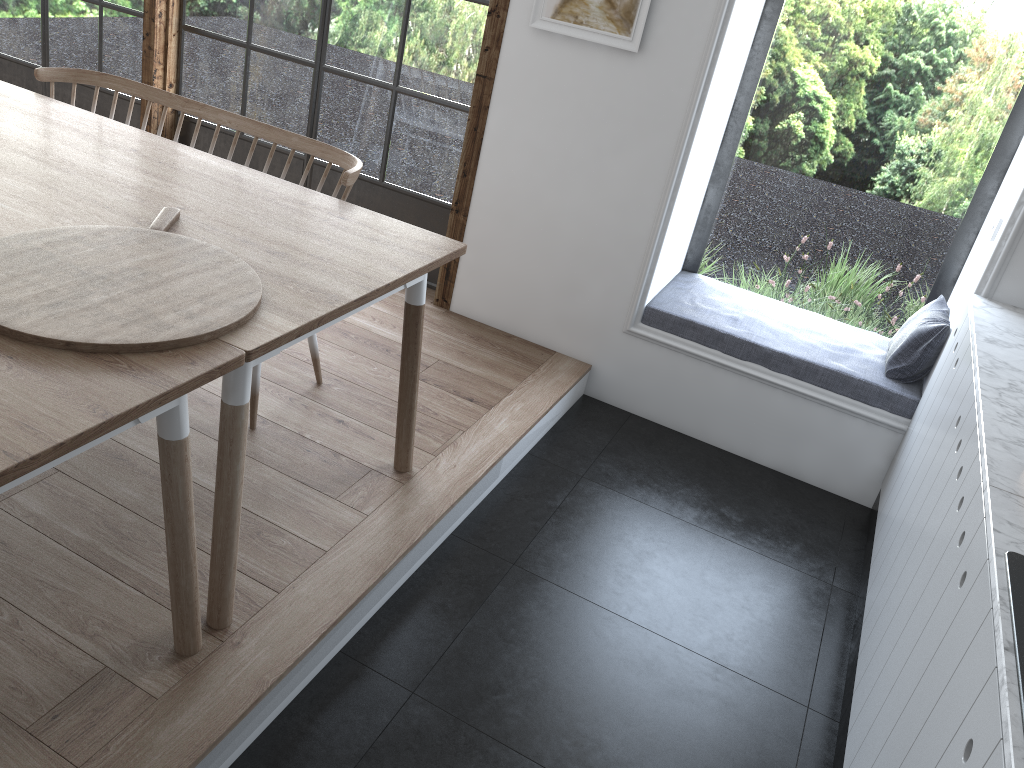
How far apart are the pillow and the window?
1.8m

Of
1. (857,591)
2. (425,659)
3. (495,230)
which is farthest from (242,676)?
(495,230)

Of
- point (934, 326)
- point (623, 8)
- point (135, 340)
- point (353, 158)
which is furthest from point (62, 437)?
point (934, 326)

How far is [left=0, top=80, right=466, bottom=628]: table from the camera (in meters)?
1.88

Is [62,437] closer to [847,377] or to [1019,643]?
[1019,643]

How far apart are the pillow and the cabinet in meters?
0.2 m

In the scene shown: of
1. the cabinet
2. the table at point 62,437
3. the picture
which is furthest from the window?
the table at point 62,437

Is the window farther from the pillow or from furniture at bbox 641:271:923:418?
the pillow

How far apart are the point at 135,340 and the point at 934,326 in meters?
2.8 m

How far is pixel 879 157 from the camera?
3.52m
